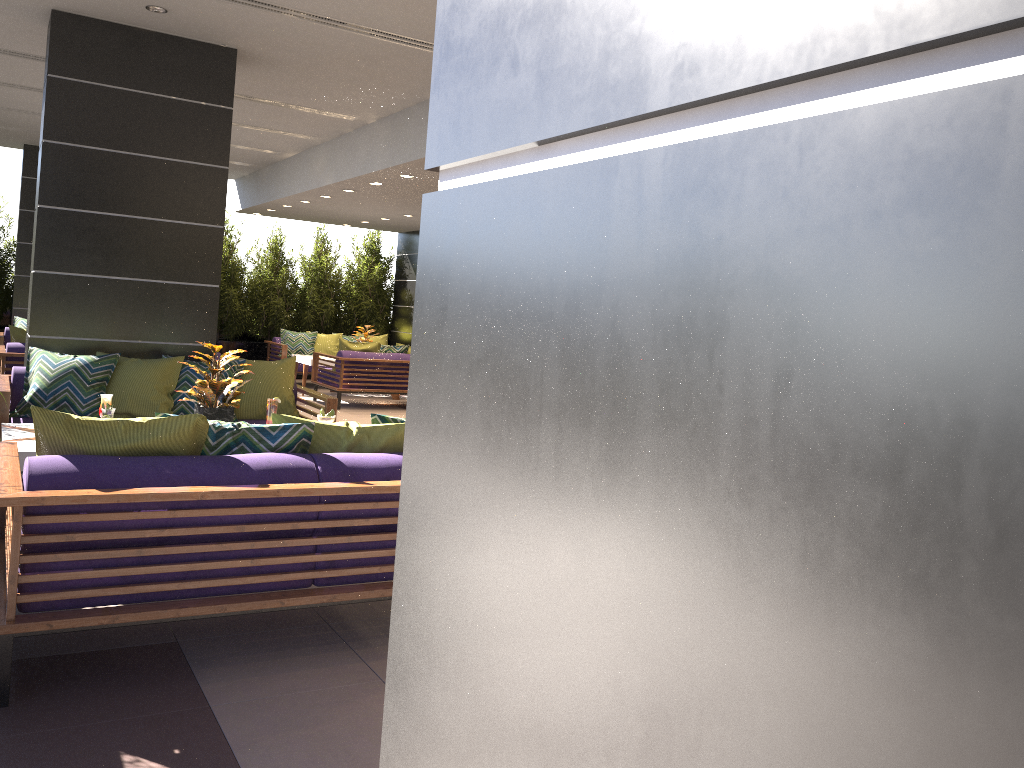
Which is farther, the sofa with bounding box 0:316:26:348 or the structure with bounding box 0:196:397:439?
the structure with bounding box 0:196:397:439

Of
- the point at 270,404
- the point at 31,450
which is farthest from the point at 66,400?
the point at 31,450

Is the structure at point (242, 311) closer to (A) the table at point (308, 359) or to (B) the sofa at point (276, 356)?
(B) the sofa at point (276, 356)

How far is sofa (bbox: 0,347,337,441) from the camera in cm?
584

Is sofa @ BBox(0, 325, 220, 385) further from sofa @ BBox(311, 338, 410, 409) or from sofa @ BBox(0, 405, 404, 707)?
sofa @ BBox(0, 405, 404, 707)

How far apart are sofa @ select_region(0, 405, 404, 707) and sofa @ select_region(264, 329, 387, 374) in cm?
1006

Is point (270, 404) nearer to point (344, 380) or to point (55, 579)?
point (55, 579)

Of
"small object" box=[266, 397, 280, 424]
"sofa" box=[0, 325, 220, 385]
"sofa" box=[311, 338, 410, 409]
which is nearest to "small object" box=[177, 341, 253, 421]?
"small object" box=[266, 397, 280, 424]

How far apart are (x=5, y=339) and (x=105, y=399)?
7.1m

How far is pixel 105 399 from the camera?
5.0 meters
